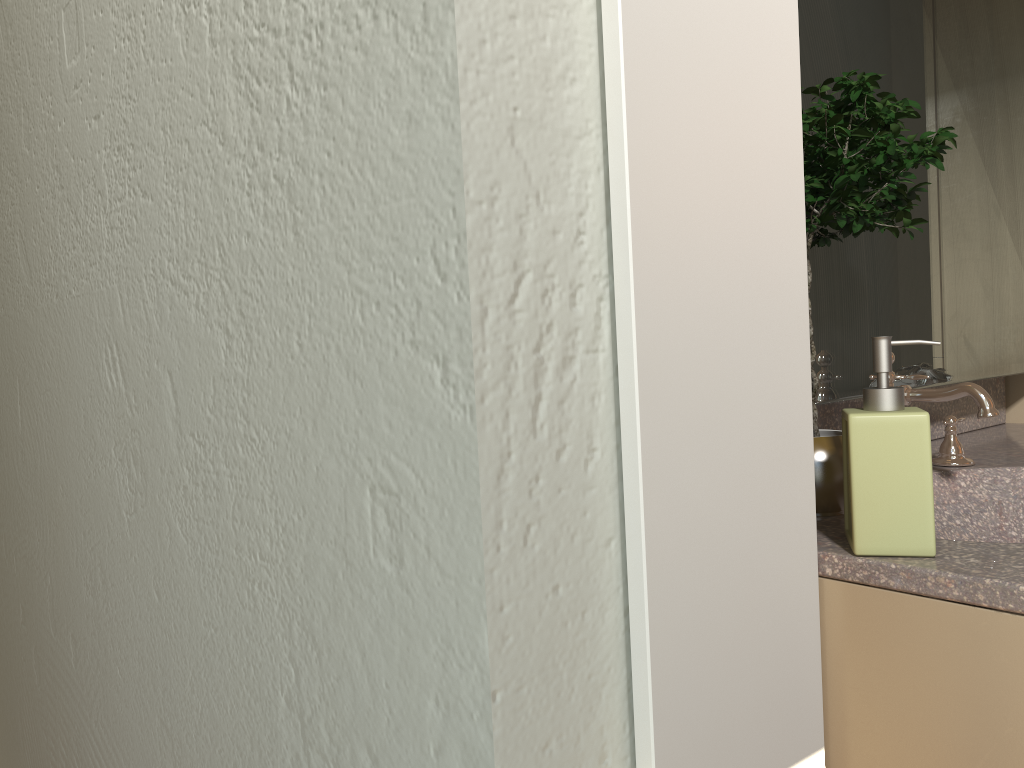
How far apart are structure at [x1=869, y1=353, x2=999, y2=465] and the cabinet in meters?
0.5

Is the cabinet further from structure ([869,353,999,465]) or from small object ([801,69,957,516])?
structure ([869,353,999,465])

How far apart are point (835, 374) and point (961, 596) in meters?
0.6 m

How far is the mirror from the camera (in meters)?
1.41

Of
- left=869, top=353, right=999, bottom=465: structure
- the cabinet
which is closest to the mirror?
left=869, top=353, right=999, bottom=465: structure

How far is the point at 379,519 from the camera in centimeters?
49cm

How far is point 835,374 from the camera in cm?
141

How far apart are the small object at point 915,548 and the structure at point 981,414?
0.39m

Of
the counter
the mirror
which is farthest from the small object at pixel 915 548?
the mirror

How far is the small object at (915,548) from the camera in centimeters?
96cm
